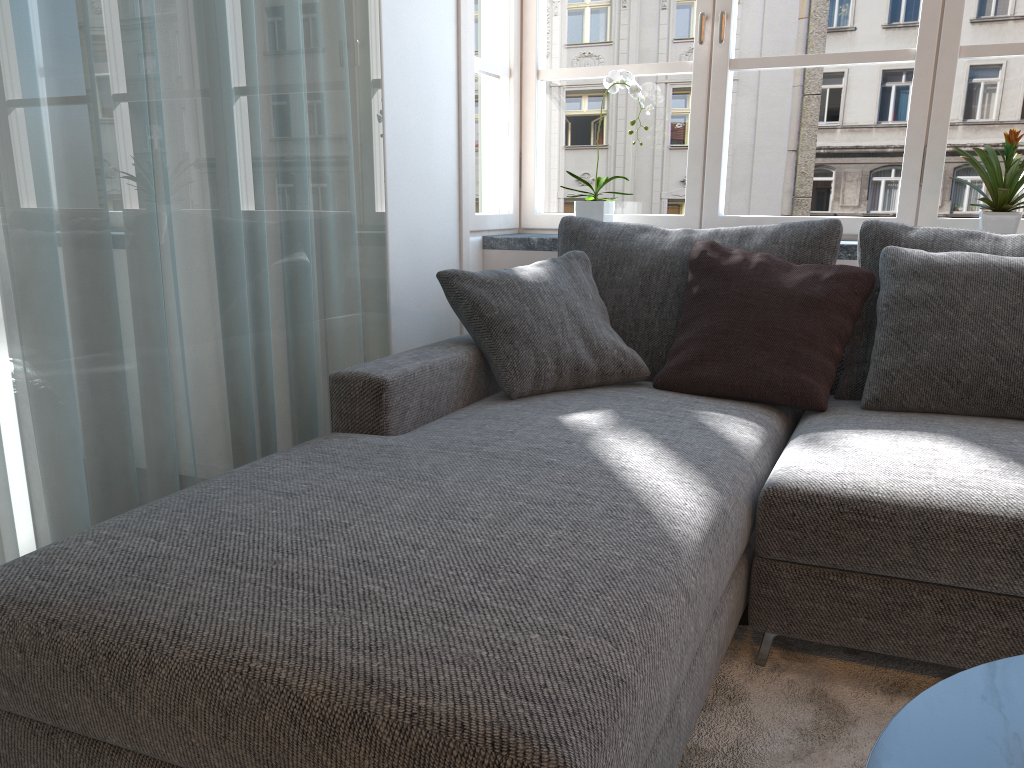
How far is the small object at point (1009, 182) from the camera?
2.5 meters

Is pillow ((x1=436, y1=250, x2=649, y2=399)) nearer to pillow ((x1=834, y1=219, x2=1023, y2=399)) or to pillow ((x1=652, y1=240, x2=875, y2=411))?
pillow ((x1=652, y1=240, x2=875, y2=411))

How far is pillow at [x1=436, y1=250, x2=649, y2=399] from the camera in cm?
229

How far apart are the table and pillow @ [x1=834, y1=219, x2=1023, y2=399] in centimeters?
149cm

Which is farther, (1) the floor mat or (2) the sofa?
(1) the floor mat

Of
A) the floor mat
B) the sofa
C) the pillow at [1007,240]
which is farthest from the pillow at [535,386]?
the floor mat

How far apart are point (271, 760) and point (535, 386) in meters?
1.4

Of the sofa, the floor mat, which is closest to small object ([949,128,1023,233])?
the sofa

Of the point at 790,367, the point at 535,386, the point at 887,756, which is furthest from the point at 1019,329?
the point at 887,756

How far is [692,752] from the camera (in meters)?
1.49
